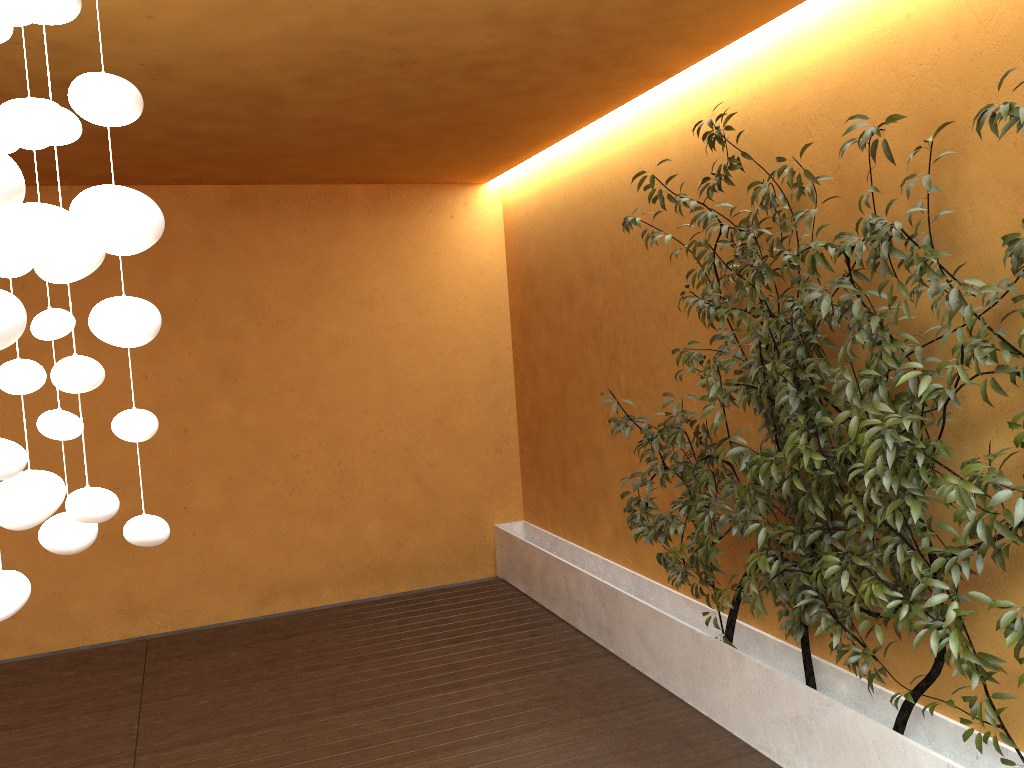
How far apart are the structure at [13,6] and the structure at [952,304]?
1.9 meters

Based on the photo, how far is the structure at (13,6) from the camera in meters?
1.3 m

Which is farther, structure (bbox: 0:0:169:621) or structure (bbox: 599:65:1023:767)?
structure (bbox: 599:65:1023:767)

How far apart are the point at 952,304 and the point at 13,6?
2.4 meters

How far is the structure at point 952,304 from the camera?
2.59m

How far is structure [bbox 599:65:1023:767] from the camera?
2.6 meters

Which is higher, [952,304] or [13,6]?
[13,6]

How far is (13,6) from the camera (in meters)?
1.35

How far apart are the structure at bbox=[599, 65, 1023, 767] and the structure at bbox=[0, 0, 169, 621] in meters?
1.9 m

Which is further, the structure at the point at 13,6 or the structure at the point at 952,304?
the structure at the point at 952,304
